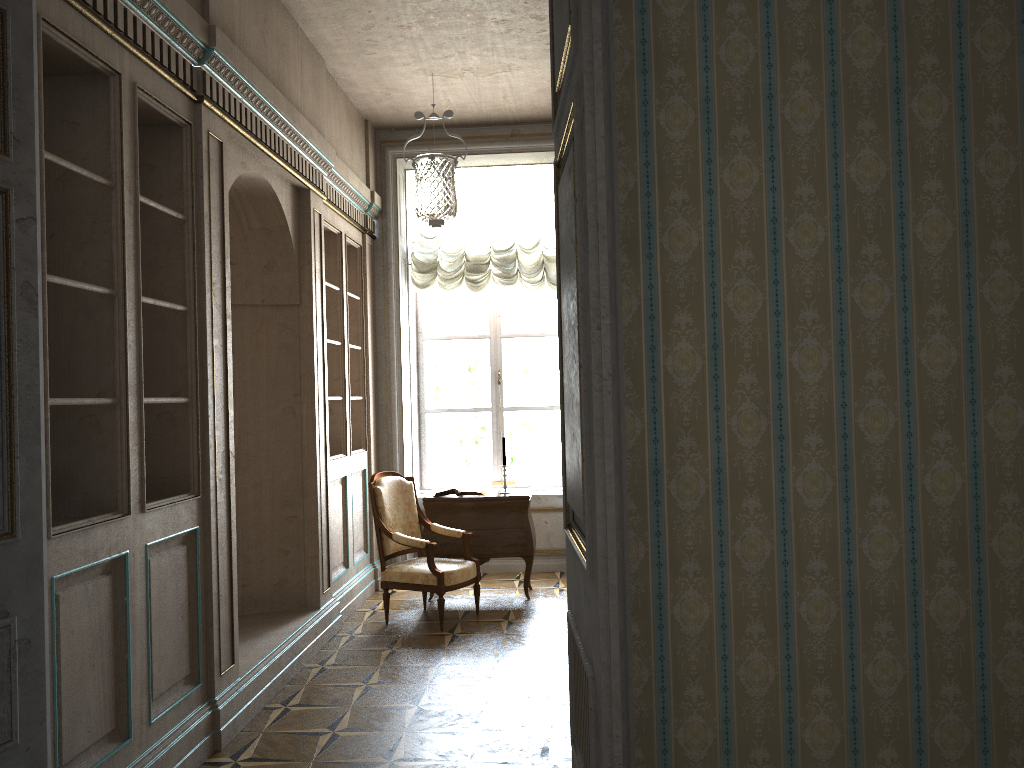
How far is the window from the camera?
8.0m

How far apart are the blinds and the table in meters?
1.9 m

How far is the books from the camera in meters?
6.7

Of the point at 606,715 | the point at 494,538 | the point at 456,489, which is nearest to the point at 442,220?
the point at 456,489

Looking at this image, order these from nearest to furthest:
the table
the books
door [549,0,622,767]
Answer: door [549,0,622,767]
the table
the books

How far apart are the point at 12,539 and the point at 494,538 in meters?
4.5 m

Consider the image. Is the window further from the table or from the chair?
the chair

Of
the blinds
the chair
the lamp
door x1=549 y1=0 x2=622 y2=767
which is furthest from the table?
door x1=549 y1=0 x2=622 y2=767

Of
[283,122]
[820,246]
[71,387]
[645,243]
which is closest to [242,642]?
[71,387]

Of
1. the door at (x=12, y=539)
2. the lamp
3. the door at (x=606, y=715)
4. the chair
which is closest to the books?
the chair
